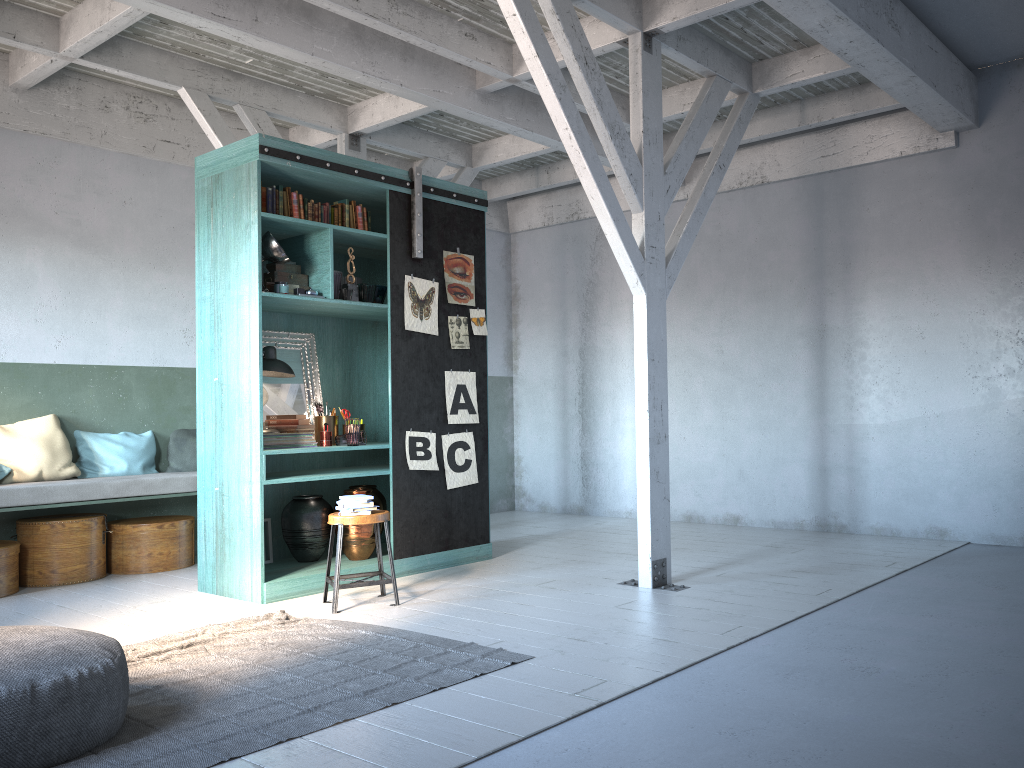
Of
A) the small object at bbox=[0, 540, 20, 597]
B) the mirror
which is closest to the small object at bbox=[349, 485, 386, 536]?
the mirror

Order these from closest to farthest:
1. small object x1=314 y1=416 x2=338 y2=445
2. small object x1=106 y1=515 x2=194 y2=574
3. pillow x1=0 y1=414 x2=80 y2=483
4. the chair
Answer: the chair
small object x1=314 y1=416 x2=338 y2=445
pillow x1=0 y1=414 x2=80 y2=483
small object x1=106 y1=515 x2=194 y2=574

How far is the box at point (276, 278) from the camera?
7.0 meters

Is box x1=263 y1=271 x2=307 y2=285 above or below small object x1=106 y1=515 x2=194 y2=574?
above

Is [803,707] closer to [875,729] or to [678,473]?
[875,729]

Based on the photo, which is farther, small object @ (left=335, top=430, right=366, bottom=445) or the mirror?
the mirror

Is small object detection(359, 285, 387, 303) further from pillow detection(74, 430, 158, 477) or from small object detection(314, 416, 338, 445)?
pillow detection(74, 430, 158, 477)

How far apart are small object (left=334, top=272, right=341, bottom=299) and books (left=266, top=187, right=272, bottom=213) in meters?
0.7

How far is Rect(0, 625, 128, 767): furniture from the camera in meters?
3.4 m

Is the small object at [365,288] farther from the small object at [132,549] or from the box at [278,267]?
the small object at [132,549]
